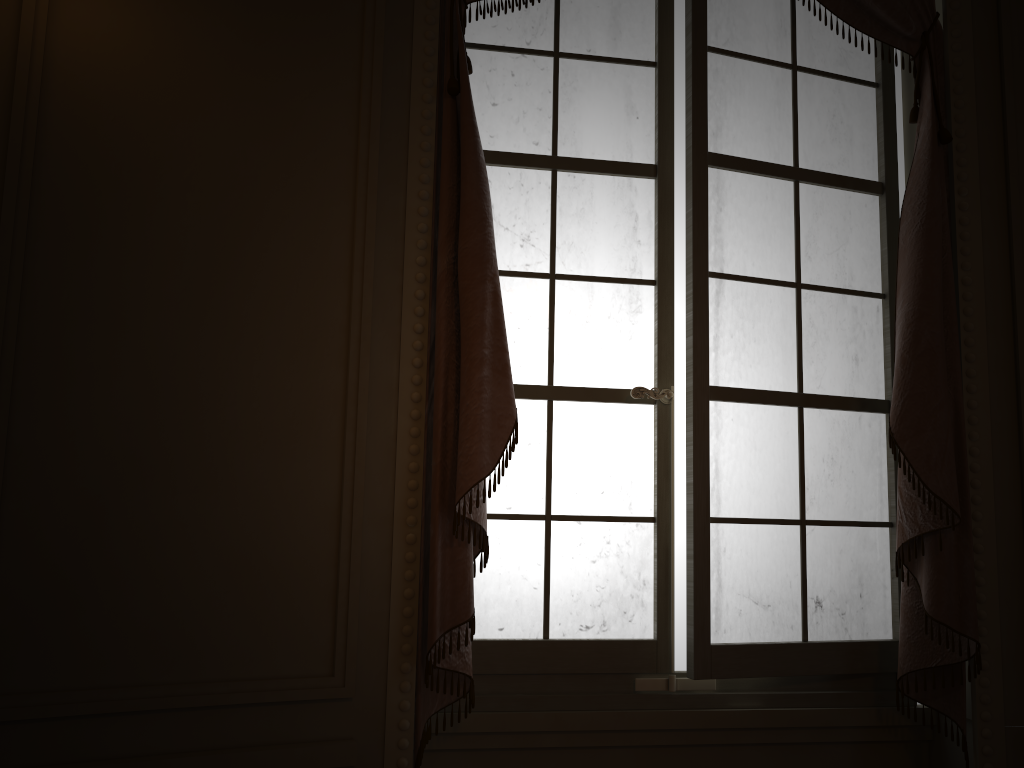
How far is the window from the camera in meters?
2.2

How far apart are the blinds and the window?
0.10m

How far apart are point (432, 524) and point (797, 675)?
1.0m

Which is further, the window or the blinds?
the window

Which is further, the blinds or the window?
the window

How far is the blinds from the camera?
1.9 meters

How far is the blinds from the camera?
1.9 meters

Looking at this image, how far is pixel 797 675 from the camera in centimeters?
221cm

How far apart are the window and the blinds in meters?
0.1
